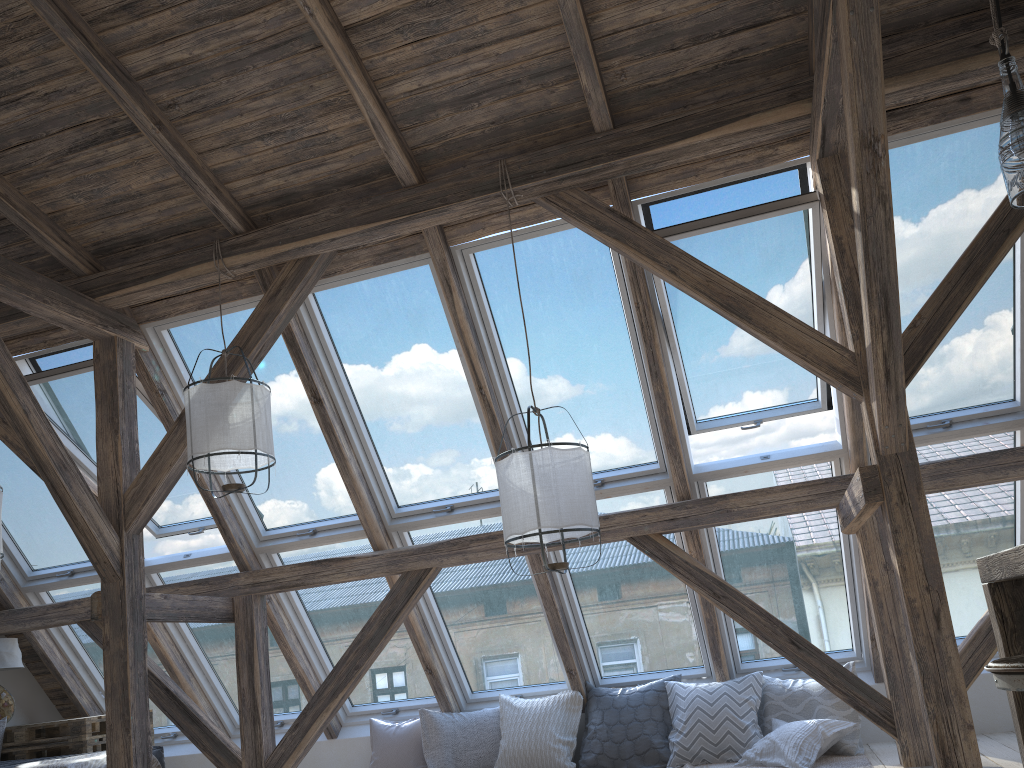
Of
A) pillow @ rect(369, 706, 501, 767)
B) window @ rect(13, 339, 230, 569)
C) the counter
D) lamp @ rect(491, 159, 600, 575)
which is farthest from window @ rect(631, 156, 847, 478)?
window @ rect(13, 339, 230, 569)

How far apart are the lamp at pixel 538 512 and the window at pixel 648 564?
1.2 meters

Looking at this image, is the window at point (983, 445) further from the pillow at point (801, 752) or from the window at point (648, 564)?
the window at point (648, 564)

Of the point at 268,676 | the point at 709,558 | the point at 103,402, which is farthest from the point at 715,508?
the point at 103,402

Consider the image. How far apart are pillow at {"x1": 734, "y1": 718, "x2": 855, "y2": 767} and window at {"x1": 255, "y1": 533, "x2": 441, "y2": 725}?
2.14m

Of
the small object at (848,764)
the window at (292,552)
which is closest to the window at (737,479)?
the small object at (848,764)

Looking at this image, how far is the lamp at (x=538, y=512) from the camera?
3.5m

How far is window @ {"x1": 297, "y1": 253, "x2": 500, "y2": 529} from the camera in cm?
479

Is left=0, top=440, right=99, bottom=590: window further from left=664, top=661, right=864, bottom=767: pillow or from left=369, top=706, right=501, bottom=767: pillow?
left=664, top=661, right=864, bottom=767: pillow

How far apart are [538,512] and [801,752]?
2.20m
